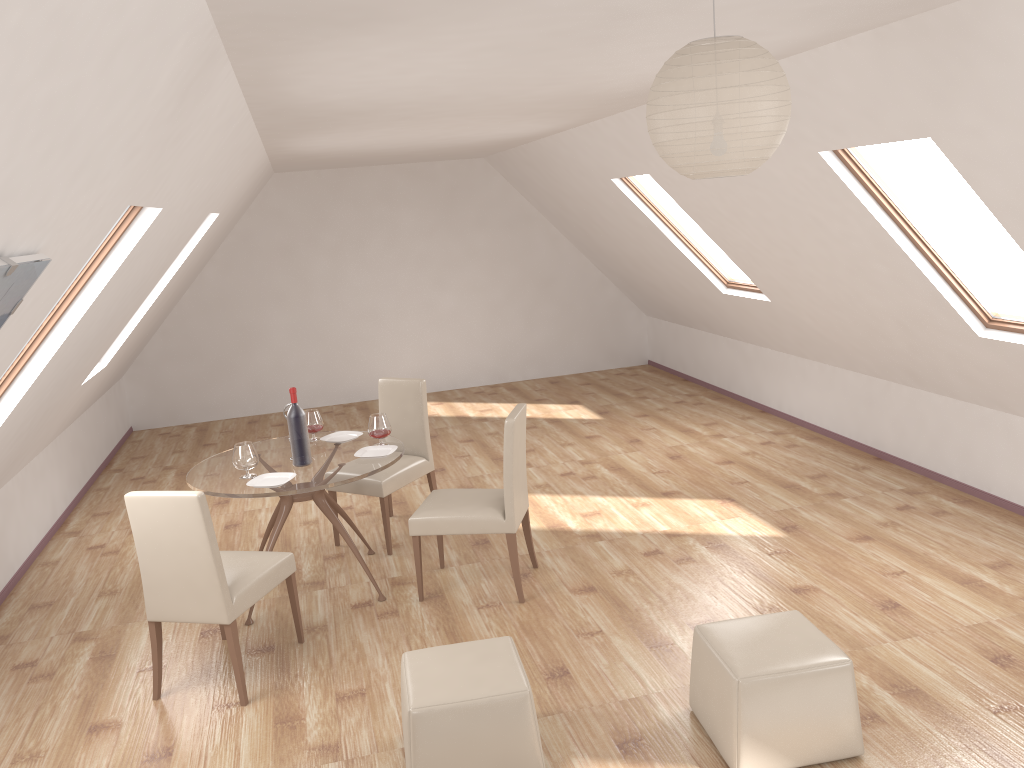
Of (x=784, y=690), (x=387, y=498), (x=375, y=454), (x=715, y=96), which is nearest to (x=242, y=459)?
(x=375, y=454)

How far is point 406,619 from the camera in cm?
464

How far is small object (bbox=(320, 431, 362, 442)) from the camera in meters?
5.3

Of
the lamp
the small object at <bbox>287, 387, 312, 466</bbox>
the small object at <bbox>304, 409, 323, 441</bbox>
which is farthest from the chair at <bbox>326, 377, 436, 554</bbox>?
the lamp

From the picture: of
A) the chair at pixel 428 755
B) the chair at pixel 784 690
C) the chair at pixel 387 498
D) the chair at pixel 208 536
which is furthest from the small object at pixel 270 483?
the chair at pixel 784 690

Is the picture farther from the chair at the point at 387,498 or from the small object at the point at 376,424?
the chair at the point at 387,498

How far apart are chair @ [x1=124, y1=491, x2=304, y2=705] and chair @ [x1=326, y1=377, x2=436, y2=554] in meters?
1.1 m

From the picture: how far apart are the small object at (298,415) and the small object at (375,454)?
0.3m

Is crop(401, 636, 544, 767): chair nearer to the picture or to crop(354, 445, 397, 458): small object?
crop(354, 445, 397, 458): small object

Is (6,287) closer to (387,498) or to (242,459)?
(242,459)
